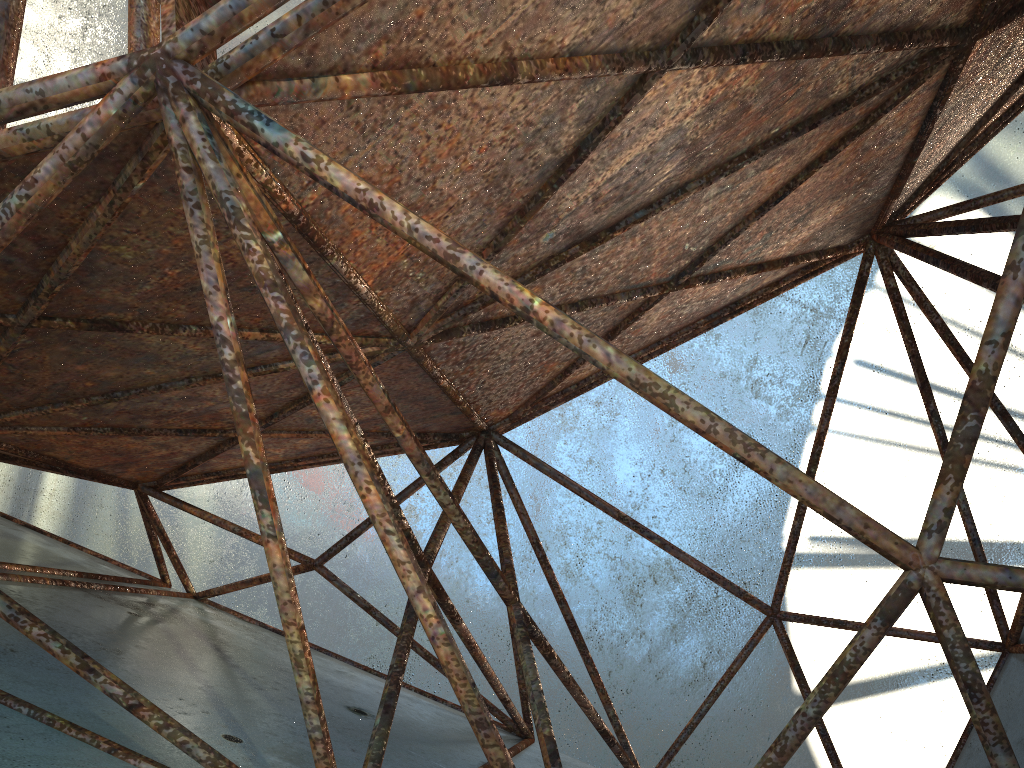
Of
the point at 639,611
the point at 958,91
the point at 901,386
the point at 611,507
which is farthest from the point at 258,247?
the point at 901,386
